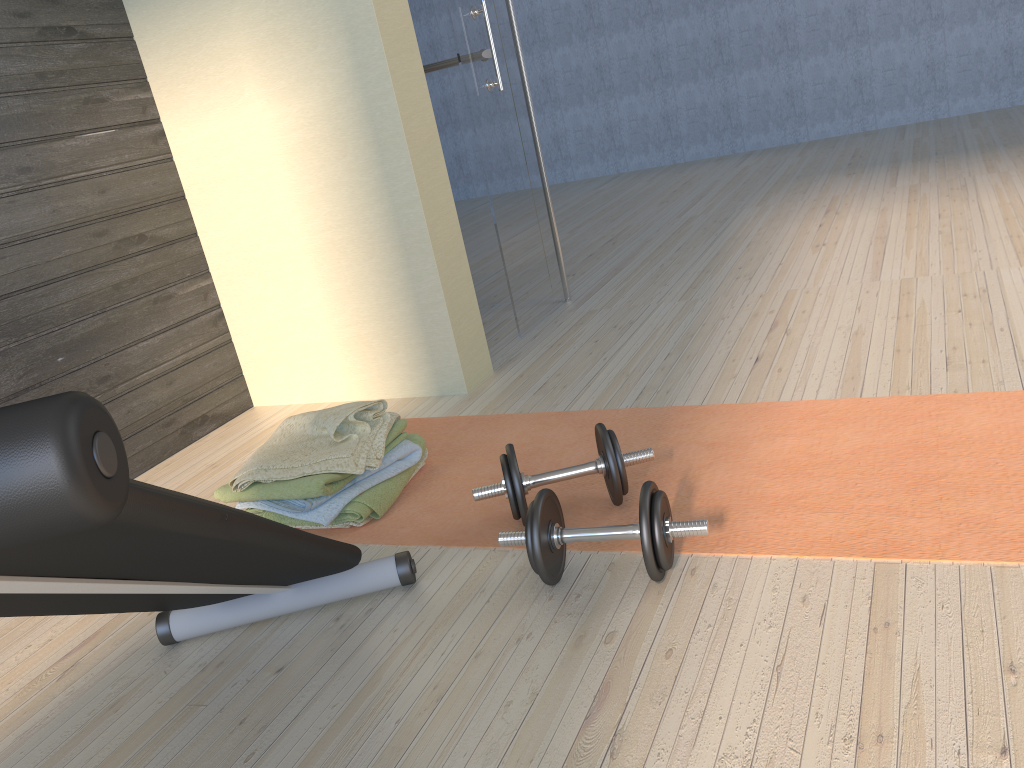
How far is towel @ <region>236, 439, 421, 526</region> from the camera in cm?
199

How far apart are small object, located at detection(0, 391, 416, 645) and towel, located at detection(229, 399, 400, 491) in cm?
33

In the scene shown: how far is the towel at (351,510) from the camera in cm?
201

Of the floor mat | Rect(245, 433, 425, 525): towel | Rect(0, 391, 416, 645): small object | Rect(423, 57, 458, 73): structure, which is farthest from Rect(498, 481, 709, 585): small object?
Rect(423, 57, 458, 73): structure

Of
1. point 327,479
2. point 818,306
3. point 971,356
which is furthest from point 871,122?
point 327,479

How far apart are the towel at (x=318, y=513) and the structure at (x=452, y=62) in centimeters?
187cm

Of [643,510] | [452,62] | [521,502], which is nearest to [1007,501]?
[643,510]

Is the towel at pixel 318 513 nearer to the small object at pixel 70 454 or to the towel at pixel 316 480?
the towel at pixel 316 480

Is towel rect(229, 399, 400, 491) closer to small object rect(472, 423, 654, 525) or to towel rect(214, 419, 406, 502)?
towel rect(214, 419, 406, 502)

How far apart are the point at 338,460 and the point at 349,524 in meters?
0.1
